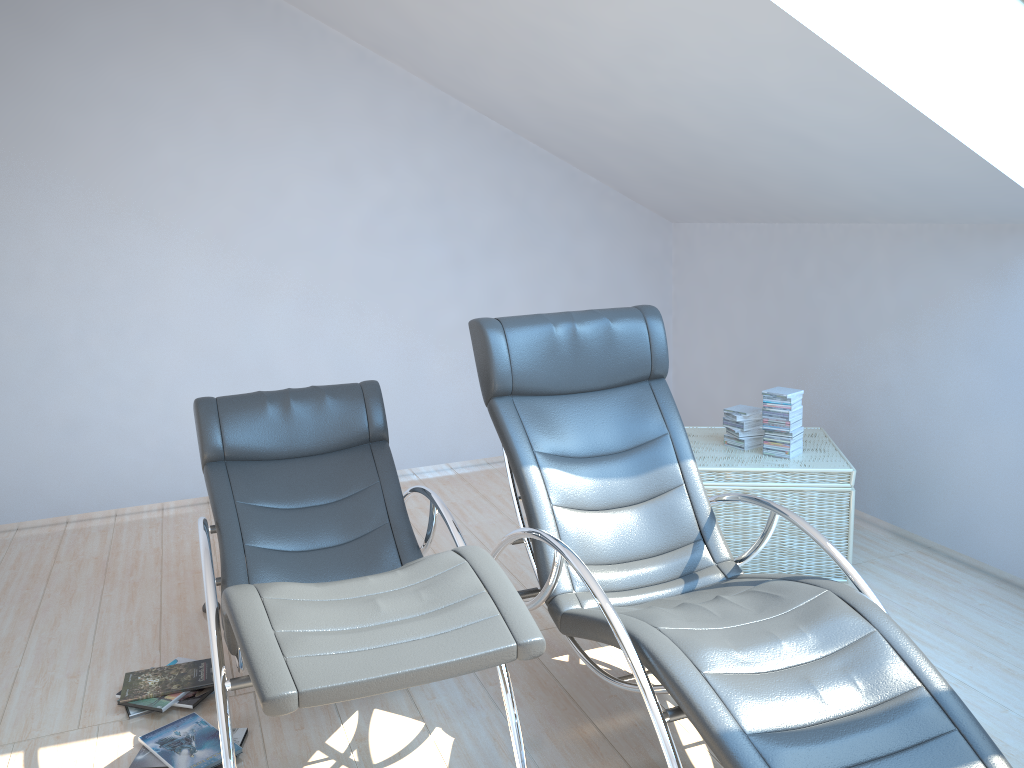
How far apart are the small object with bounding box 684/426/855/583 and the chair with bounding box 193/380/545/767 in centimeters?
130cm

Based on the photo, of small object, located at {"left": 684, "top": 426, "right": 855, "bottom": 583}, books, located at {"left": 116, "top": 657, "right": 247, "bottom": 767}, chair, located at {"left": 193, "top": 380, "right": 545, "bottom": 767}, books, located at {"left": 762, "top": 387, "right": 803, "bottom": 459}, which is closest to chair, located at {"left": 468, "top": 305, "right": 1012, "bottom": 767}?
chair, located at {"left": 193, "top": 380, "right": 545, "bottom": 767}

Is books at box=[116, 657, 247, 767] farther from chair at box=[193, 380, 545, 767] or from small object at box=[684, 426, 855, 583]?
small object at box=[684, 426, 855, 583]

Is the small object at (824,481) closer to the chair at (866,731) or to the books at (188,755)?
the chair at (866,731)

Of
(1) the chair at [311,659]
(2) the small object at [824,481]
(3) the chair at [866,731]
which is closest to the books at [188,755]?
(1) the chair at [311,659]

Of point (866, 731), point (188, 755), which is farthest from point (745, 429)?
point (188, 755)

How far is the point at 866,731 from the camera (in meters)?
2.07

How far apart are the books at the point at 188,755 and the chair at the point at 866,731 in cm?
100

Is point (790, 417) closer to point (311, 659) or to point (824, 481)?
point (824, 481)

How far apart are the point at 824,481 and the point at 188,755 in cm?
265
